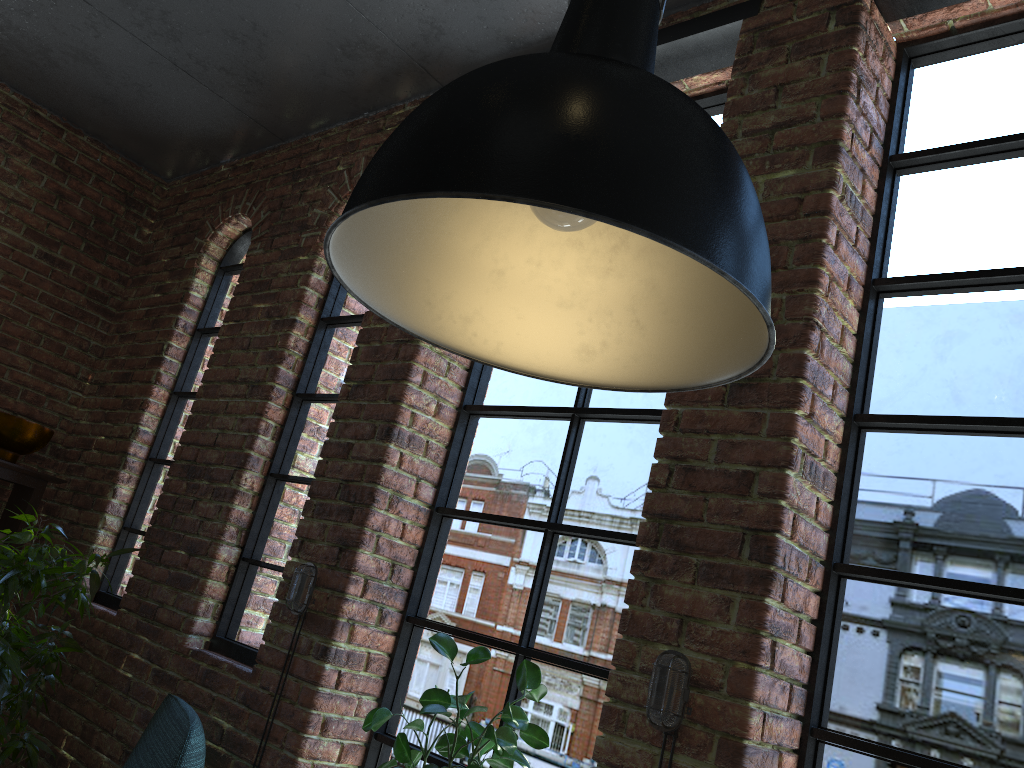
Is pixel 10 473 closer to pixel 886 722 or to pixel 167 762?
pixel 167 762

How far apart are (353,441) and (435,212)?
1.6m

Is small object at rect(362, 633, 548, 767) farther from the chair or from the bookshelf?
the bookshelf

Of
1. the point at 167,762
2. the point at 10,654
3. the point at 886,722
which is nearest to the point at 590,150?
the point at 886,722

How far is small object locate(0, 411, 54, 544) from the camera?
3.6 meters

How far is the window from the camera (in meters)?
1.83

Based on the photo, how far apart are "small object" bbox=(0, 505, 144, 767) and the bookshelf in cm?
50

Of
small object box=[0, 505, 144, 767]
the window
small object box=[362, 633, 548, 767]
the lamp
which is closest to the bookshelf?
the window

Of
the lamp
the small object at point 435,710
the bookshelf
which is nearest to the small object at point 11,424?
the bookshelf

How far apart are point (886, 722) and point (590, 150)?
1.53m
